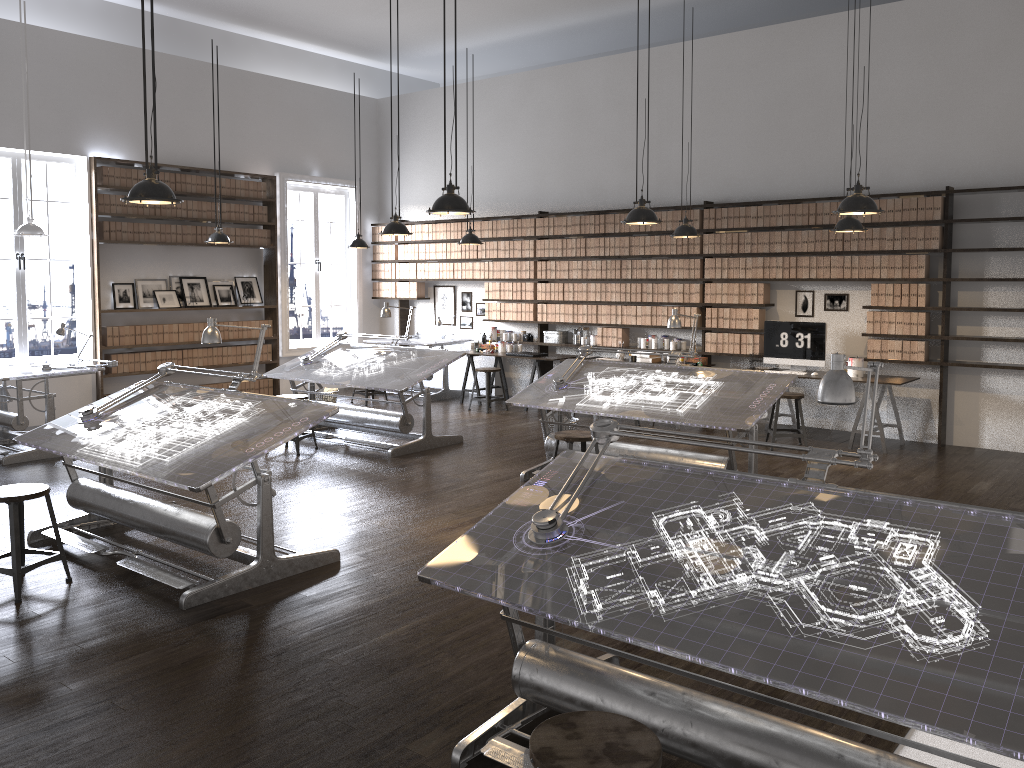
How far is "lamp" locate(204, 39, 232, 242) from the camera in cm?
978

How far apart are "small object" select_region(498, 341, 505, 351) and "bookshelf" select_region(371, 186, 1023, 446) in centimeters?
49cm

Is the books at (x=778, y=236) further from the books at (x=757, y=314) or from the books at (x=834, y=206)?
the books at (x=757, y=314)

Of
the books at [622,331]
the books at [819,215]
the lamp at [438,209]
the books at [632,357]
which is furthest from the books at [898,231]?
the lamp at [438,209]

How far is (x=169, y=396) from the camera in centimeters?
564cm

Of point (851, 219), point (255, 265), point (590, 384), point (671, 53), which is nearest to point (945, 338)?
point (851, 219)

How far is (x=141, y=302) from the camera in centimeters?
1073cm

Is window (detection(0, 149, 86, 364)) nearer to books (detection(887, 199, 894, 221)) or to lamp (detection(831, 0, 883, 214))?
lamp (detection(831, 0, 883, 214))

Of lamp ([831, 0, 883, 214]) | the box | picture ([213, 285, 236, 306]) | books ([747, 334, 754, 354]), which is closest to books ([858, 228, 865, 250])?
books ([747, 334, 754, 354])

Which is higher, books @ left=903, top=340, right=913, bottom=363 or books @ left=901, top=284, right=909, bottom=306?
books @ left=901, top=284, right=909, bottom=306
